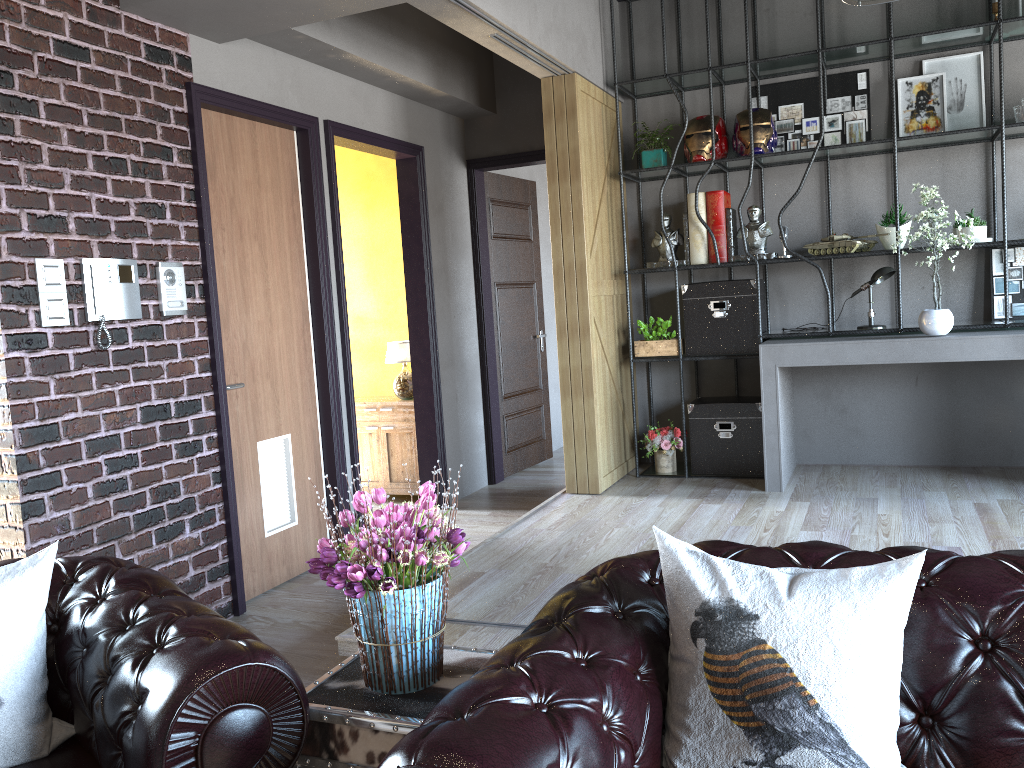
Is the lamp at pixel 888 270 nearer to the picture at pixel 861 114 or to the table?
the picture at pixel 861 114

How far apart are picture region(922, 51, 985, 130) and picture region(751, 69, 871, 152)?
0.3 meters

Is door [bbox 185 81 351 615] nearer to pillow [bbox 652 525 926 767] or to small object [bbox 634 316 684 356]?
small object [bbox 634 316 684 356]

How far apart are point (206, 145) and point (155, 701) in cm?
328

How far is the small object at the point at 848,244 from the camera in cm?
540

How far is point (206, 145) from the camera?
4.3m

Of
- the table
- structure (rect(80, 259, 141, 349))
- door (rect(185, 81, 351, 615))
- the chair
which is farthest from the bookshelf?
the chair

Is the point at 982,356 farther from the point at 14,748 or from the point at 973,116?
the point at 14,748

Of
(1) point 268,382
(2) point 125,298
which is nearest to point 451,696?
(2) point 125,298

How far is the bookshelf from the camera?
5.1m
